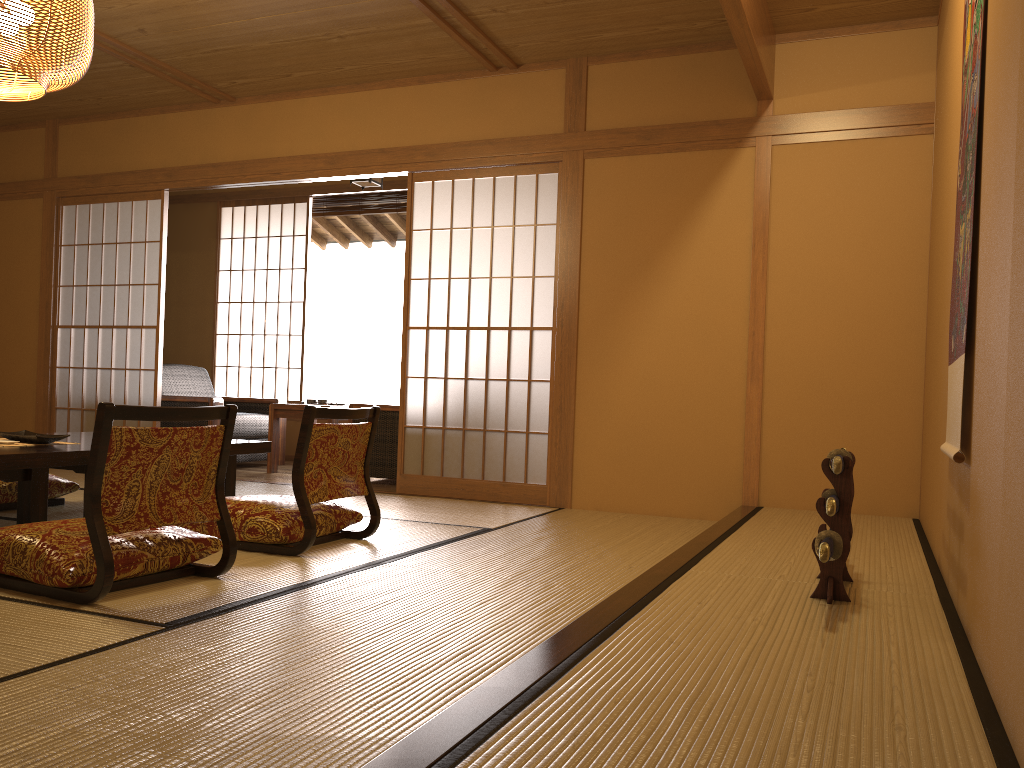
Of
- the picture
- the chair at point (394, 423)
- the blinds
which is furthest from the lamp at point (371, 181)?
the picture

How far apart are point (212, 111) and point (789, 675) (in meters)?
5.49

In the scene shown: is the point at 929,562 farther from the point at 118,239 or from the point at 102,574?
the point at 118,239

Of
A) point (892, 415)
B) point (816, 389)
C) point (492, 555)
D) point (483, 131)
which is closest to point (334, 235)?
point (483, 131)

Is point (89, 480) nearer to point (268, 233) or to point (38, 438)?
→ point (38, 438)

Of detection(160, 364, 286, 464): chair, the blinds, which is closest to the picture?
detection(160, 364, 286, 464): chair

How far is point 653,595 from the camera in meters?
2.3

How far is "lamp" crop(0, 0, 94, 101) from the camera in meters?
3.3 m

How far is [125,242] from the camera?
6.2m

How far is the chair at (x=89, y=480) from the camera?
2.4 meters
